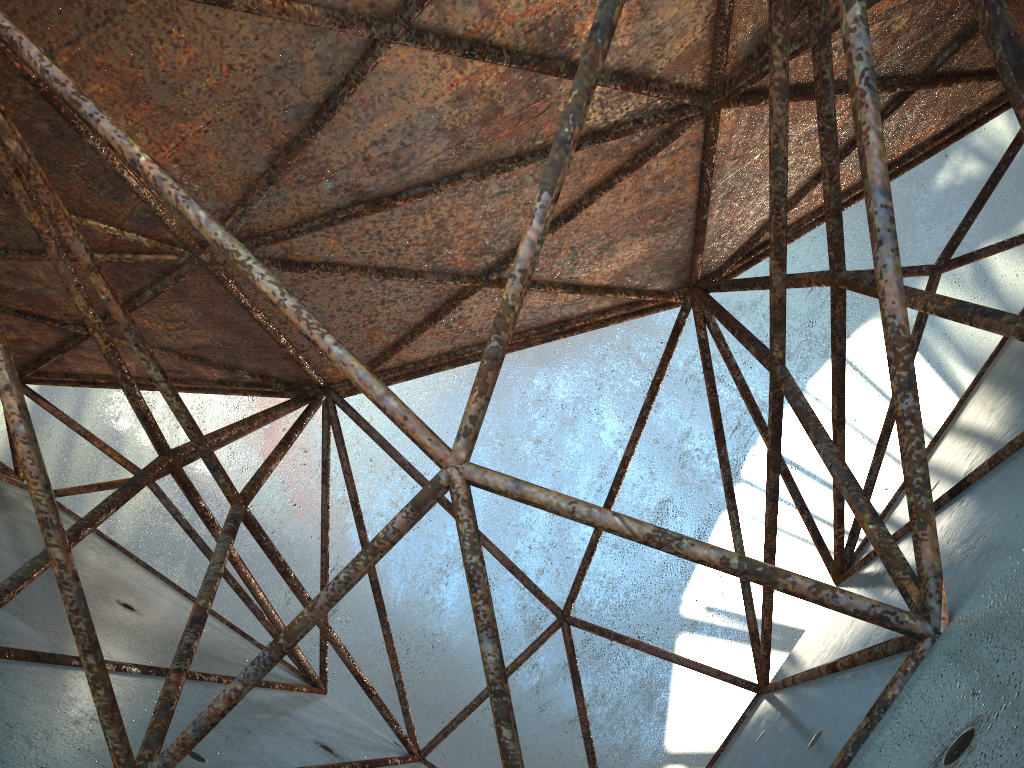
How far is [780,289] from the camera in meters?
5.4 m
